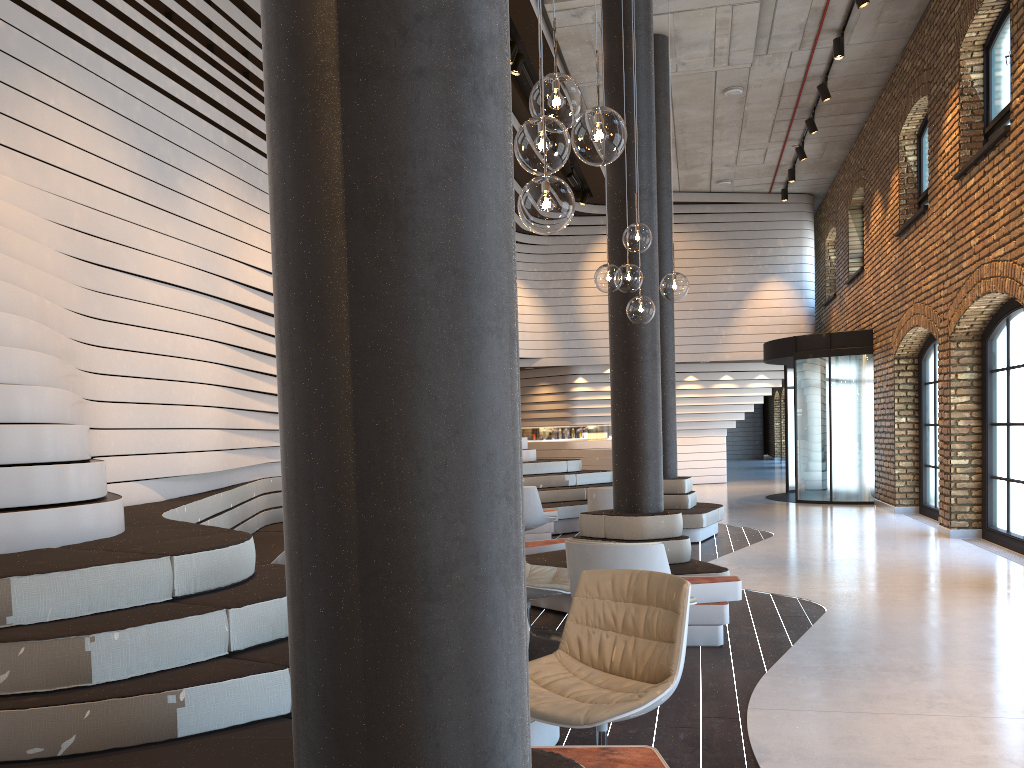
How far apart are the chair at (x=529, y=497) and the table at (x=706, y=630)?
3.87m

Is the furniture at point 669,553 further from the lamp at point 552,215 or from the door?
the door

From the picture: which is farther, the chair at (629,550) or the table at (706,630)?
the table at (706,630)

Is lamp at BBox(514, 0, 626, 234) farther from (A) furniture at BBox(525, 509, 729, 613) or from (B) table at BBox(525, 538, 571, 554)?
(B) table at BBox(525, 538, 571, 554)

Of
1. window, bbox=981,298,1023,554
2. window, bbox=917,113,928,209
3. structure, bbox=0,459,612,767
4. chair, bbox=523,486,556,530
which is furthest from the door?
chair, bbox=523,486,556,530

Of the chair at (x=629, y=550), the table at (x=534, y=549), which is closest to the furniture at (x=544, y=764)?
the chair at (x=629, y=550)

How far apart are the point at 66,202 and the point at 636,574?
4.4m

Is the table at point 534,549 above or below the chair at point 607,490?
below

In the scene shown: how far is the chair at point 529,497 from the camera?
9.3m

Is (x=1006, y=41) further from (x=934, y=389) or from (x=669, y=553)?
(x=669, y=553)
